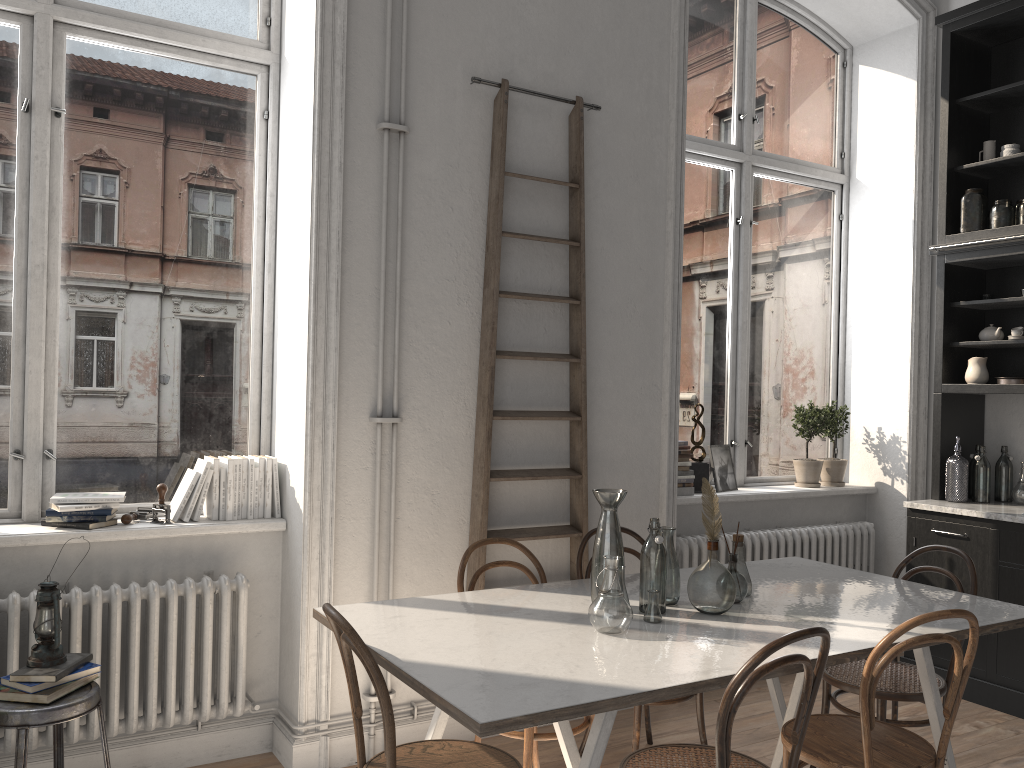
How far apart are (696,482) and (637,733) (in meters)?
1.80

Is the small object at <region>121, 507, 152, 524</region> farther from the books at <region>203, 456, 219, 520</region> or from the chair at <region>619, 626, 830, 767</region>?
the chair at <region>619, 626, 830, 767</region>

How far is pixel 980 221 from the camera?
4.7 meters

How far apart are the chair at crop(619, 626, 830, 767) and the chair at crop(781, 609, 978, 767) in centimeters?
16cm

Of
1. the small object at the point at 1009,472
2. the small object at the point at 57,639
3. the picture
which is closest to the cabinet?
the small object at the point at 1009,472

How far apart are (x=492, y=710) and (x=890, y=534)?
4.1 meters

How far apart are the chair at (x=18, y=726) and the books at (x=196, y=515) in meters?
0.8 m

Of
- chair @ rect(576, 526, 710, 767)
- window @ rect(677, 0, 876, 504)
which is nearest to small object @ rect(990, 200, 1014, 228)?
window @ rect(677, 0, 876, 504)

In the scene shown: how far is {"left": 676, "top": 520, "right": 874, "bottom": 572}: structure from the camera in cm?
452

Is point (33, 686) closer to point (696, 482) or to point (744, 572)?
point (744, 572)
